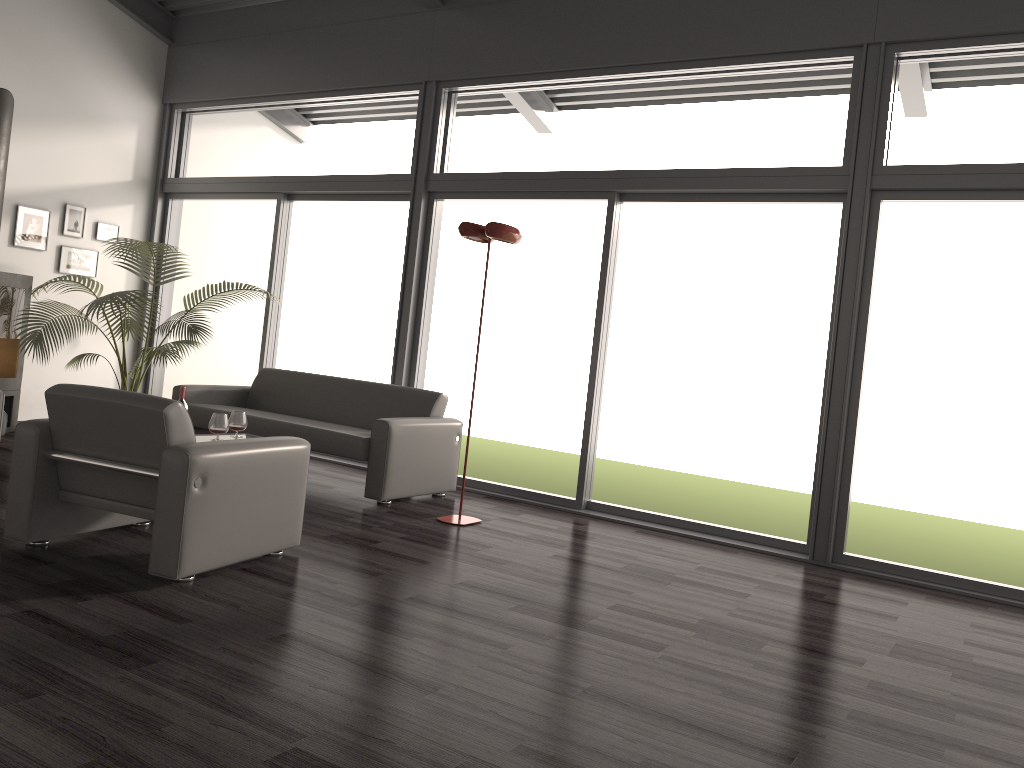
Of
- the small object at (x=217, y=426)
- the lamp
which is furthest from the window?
the small object at (x=217, y=426)

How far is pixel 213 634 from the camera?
3.0m

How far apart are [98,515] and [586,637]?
2.3 meters

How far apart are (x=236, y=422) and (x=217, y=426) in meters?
0.3 m

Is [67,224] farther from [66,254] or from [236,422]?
[236,422]

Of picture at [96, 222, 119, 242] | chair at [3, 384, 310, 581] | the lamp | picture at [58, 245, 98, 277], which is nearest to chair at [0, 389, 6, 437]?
chair at [3, 384, 310, 581]

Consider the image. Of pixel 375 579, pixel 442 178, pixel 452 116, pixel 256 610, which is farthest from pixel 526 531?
pixel 452 116

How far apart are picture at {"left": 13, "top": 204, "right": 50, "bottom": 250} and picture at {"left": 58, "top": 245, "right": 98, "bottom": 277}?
0.2m

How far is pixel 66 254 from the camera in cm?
783

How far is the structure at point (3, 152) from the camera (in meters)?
6.66
